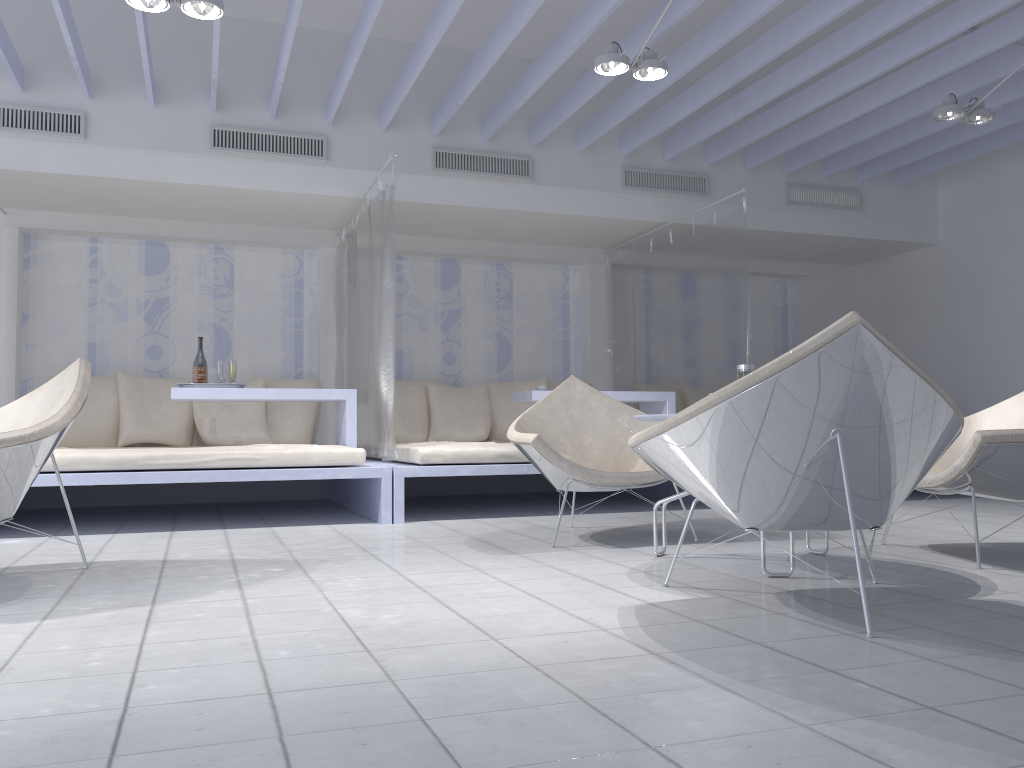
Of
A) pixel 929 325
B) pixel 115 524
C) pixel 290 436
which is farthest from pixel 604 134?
pixel 115 524

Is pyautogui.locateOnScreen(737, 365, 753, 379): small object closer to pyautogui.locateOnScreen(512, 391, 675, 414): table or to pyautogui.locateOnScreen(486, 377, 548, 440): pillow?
pyautogui.locateOnScreen(512, 391, 675, 414): table

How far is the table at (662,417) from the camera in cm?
304

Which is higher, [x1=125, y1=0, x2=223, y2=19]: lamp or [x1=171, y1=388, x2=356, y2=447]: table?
[x1=125, y1=0, x2=223, y2=19]: lamp

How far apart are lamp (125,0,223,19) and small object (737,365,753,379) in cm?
257

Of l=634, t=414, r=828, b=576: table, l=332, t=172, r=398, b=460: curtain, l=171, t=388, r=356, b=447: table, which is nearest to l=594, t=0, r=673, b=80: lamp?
l=332, t=172, r=398, b=460: curtain

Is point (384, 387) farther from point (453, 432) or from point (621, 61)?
point (621, 61)

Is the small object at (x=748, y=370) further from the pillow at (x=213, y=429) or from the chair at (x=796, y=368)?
the pillow at (x=213, y=429)

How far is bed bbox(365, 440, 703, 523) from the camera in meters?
4.7 m

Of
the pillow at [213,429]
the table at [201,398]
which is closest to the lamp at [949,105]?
the table at [201,398]
